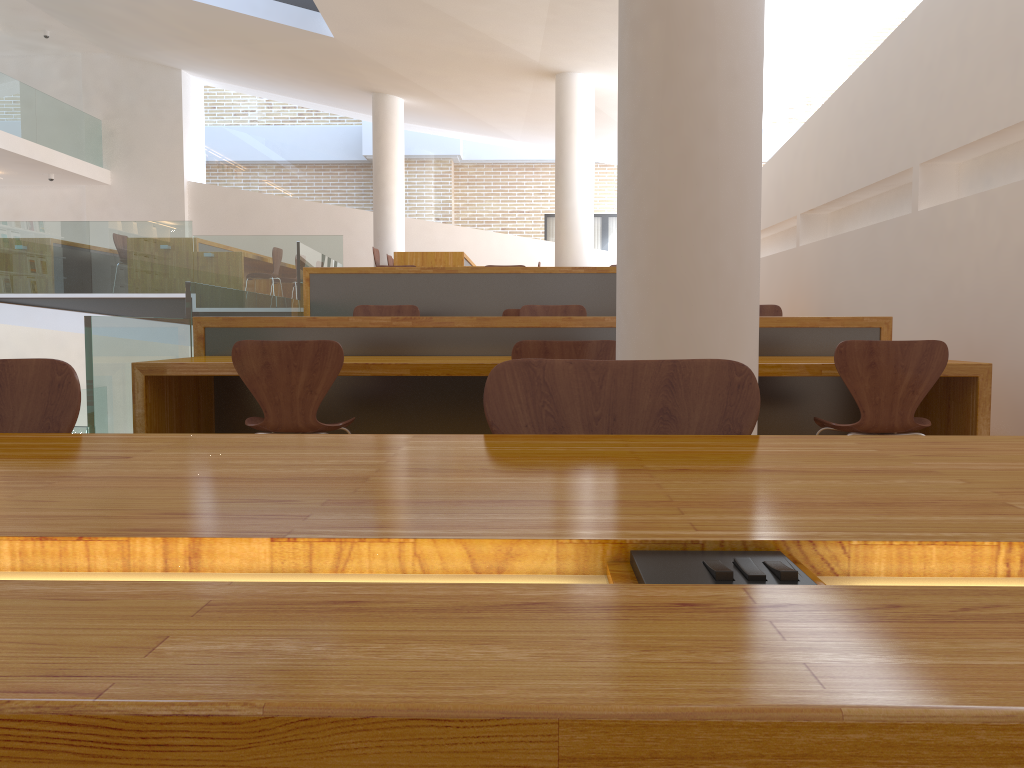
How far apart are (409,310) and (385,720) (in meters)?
4.94

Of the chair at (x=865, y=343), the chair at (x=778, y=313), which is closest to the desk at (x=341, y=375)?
the chair at (x=865, y=343)

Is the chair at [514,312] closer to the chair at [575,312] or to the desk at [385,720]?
the chair at [575,312]

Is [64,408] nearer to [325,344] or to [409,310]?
[325,344]

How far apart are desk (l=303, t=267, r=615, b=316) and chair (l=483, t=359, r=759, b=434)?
5.61m

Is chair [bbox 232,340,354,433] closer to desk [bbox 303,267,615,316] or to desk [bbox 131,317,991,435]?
desk [bbox 131,317,991,435]

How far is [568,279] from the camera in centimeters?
684cm

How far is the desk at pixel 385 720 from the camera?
0.30m

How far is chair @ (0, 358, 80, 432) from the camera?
1.3m

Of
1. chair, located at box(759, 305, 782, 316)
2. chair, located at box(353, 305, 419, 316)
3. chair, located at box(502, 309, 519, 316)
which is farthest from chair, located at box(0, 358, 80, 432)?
chair, located at box(502, 309, 519, 316)
